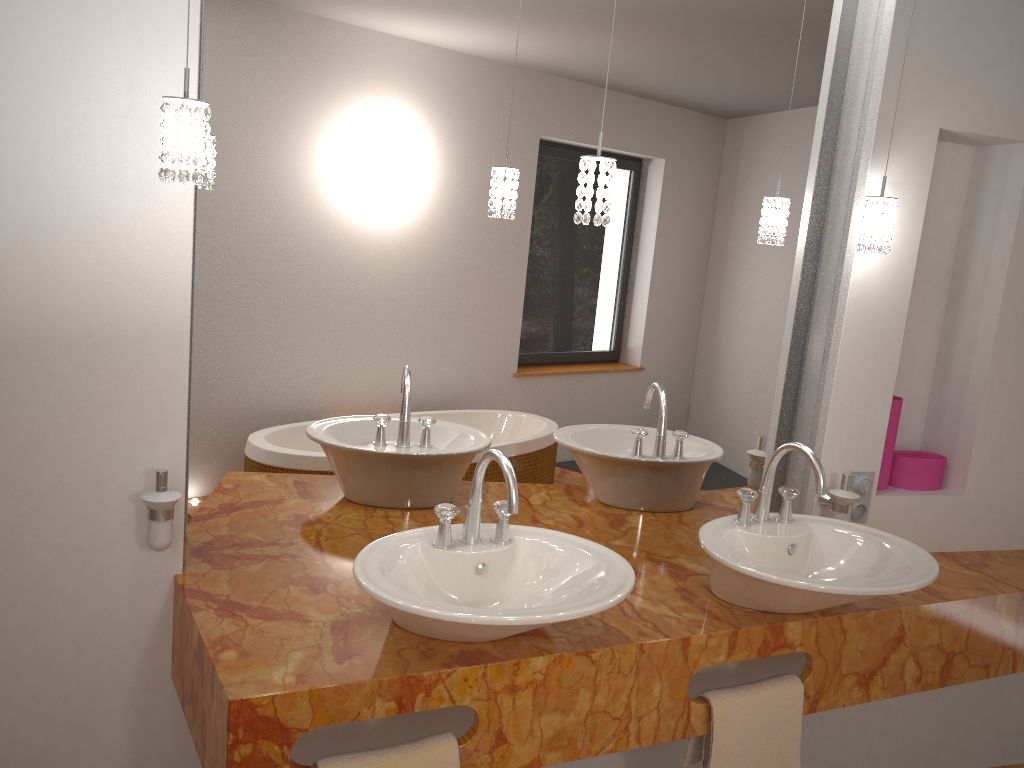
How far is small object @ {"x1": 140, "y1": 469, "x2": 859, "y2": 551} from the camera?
1.7m

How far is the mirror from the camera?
1.90m

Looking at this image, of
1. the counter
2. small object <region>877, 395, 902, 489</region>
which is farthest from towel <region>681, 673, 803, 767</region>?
small object <region>877, 395, 902, 489</region>

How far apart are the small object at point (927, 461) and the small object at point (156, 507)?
0.3 meters

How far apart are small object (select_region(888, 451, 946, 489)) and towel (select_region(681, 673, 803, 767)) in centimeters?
78cm

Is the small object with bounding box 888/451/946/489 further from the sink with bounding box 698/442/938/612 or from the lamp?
the lamp

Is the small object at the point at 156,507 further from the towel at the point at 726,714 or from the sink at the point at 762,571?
the towel at the point at 726,714

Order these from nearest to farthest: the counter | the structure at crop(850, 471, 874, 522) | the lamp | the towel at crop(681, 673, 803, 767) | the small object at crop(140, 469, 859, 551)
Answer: the lamp → the counter → the small object at crop(140, 469, 859, 551) → the towel at crop(681, 673, 803, 767) → the structure at crop(850, 471, 874, 522)

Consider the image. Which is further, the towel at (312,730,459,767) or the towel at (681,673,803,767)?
the towel at (681,673,803,767)

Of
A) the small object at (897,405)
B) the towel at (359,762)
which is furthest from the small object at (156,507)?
the towel at (359,762)
